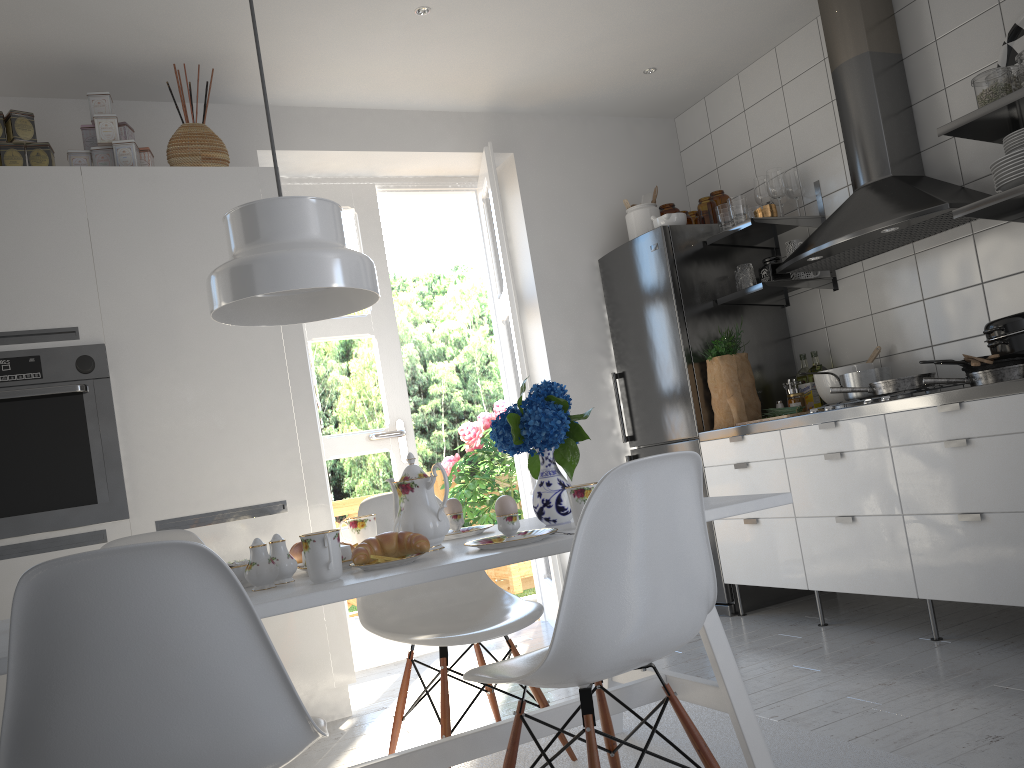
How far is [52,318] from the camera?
3.01m

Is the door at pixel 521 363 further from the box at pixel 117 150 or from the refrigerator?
the box at pixel 117 150

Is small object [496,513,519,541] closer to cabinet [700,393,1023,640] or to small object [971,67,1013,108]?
cabinet [700,393,1023,640]

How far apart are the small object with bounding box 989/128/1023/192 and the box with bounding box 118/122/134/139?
3.1 meters

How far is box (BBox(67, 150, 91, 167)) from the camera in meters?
3.2 m

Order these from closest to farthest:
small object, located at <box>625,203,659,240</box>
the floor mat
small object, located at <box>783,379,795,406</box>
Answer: the floor mat → small object, located at <box>783,379,795,406</box> → small object, located at <box>625,203,659,240</box>

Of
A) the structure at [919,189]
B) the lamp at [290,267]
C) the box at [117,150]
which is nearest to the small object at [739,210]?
the structure at [919,189]

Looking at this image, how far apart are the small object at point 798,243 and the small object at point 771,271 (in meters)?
0.17

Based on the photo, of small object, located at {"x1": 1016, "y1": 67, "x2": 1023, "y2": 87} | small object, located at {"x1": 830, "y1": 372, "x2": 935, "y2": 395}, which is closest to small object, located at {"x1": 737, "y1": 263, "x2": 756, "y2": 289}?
small object, located at {"x1": 830, "y1": 372, "x2": 935, "y2": 395}

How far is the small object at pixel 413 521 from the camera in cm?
197
